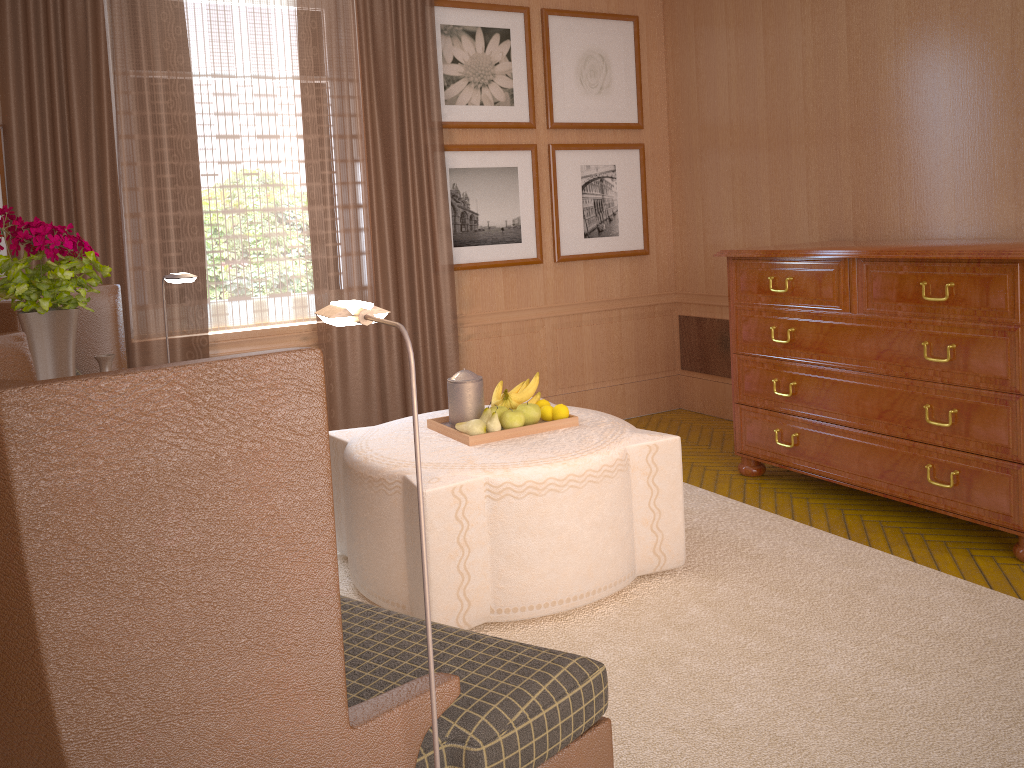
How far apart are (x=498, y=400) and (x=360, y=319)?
3.4m

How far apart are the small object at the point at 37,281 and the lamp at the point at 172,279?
1.8m

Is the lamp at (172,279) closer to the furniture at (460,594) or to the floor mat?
the furniture at (460,594)

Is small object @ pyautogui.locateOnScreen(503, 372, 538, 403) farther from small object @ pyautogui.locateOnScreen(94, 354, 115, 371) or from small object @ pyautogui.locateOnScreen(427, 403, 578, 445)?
small object @ pyautogui.locateOnScreen(94, 354, 115, 371)

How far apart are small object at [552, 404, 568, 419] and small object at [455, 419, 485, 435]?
0.57m

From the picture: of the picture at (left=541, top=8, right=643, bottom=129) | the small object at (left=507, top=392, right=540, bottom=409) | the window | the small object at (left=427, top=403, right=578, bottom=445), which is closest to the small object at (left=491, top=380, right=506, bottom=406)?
the small object at (left=507, top=392, right=540, bottom=409)

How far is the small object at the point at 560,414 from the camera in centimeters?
584cm

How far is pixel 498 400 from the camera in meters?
5.9 m

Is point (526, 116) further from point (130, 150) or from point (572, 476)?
point (572, 476)

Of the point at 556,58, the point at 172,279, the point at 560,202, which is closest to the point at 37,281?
the point at 172,279
